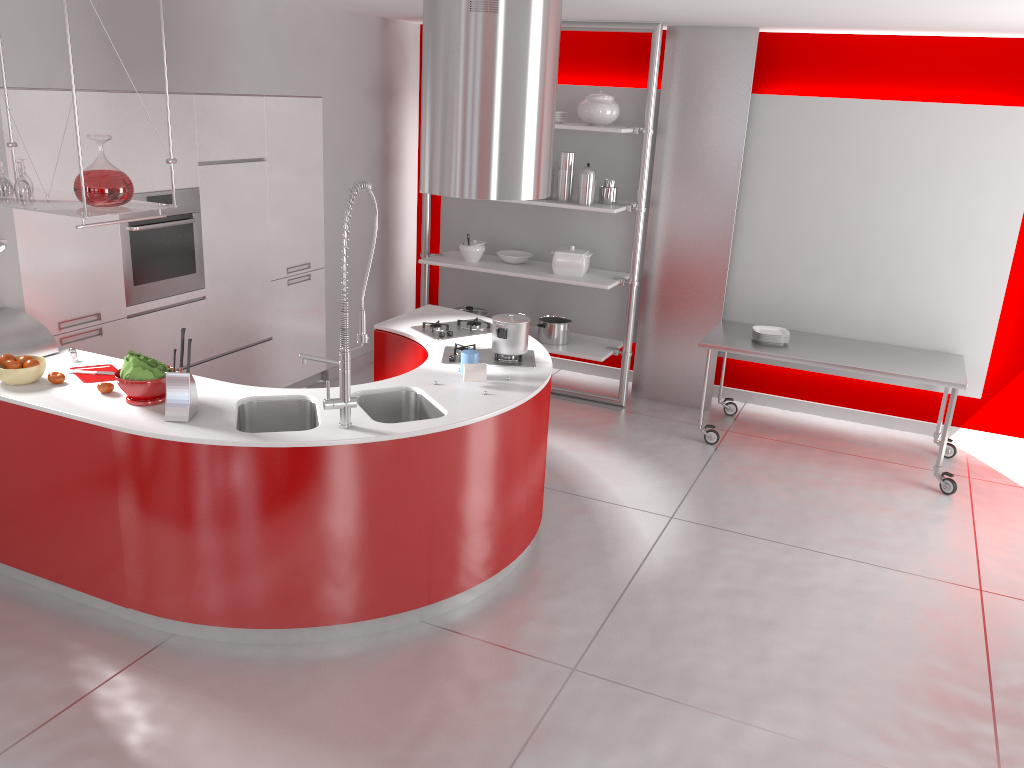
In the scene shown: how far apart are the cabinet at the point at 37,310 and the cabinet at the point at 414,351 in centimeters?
122cm

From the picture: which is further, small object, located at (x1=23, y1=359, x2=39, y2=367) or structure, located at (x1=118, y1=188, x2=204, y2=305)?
structure, located at (x1=118, y1=188, x2=204, y2=305)

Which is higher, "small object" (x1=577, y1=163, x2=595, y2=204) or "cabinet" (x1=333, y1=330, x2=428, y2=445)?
"small object" (x1=577, y1=163, x2=595, y2=204)

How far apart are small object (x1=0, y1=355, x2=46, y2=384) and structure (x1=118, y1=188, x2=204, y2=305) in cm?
110

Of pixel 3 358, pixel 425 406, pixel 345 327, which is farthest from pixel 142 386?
pixel 425 406

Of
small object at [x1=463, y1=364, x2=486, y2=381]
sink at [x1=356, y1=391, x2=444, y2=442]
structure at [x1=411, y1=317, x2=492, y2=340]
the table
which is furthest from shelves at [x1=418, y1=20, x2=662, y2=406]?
sink at [x1=356, y1=391, x2=444, y2=442]

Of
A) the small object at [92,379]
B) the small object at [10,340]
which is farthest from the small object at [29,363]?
the small object at [10,340]

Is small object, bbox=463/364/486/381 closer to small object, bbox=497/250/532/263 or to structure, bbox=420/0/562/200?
structure, bbox=420/0/562/200

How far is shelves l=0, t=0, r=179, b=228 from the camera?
3.27m

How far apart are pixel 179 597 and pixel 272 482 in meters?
0.6
